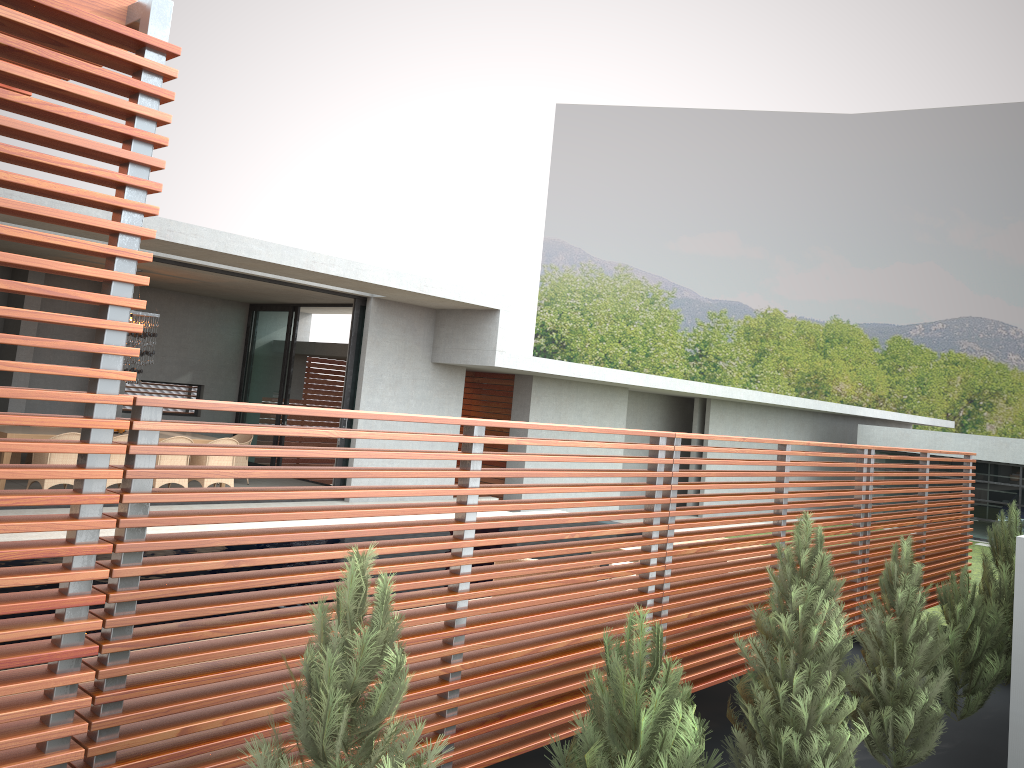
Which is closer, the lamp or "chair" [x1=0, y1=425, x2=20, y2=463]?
"chair" [x1=0, y1=425, x2=20, y2=463]

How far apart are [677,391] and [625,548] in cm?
878

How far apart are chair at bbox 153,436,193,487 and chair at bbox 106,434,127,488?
0.54m

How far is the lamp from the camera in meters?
13.3

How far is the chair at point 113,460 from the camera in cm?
1201

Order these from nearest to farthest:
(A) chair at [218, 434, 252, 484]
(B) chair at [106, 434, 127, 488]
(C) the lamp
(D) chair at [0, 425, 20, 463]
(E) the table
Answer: (E) the table < (B) chair at [106, 434, 127, 488] < (D) chair at [0, 425, 20, 463] < (C) the lamp < (A) chair at [218, 434, 252, 484]

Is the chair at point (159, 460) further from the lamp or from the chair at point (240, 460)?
the chair at point (240, 460)

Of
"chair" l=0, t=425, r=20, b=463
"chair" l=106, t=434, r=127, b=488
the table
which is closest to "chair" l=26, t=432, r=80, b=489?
the table

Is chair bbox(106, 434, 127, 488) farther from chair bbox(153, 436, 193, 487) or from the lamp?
the lamp

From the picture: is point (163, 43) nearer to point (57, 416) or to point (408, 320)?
point (57, 416)
